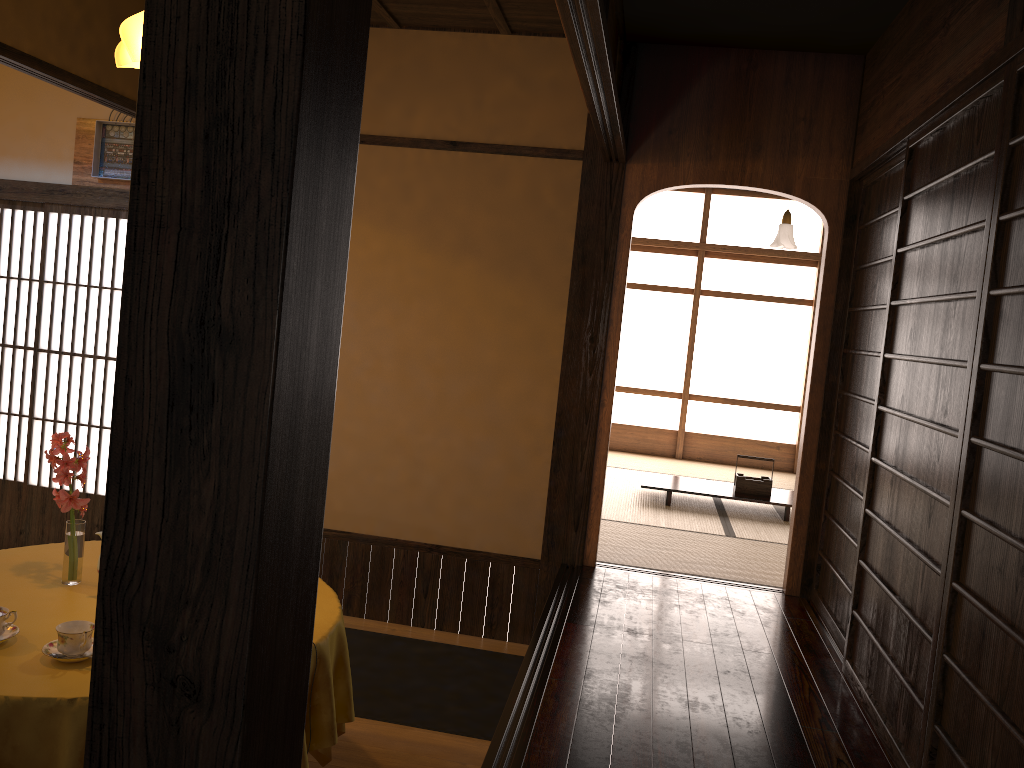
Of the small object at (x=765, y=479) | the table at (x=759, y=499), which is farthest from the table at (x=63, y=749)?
the small object at (x=765, y=479)

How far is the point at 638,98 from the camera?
4.3 meters

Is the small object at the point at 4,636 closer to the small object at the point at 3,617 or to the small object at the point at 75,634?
the small object at the point at 3,617

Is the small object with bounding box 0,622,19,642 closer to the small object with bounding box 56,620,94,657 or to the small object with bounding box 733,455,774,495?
the small object with bounding box 56,620,94,657

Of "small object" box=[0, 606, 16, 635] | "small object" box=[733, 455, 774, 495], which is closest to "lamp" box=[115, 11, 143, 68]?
"small object" box=[0, 606, 16, 635]

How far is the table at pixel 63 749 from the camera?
2.0 meters

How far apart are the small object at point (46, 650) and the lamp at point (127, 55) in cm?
196

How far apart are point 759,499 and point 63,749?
5.0 meters

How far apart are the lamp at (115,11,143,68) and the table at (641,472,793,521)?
4.1m

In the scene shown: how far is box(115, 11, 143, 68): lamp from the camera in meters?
3.2 m
